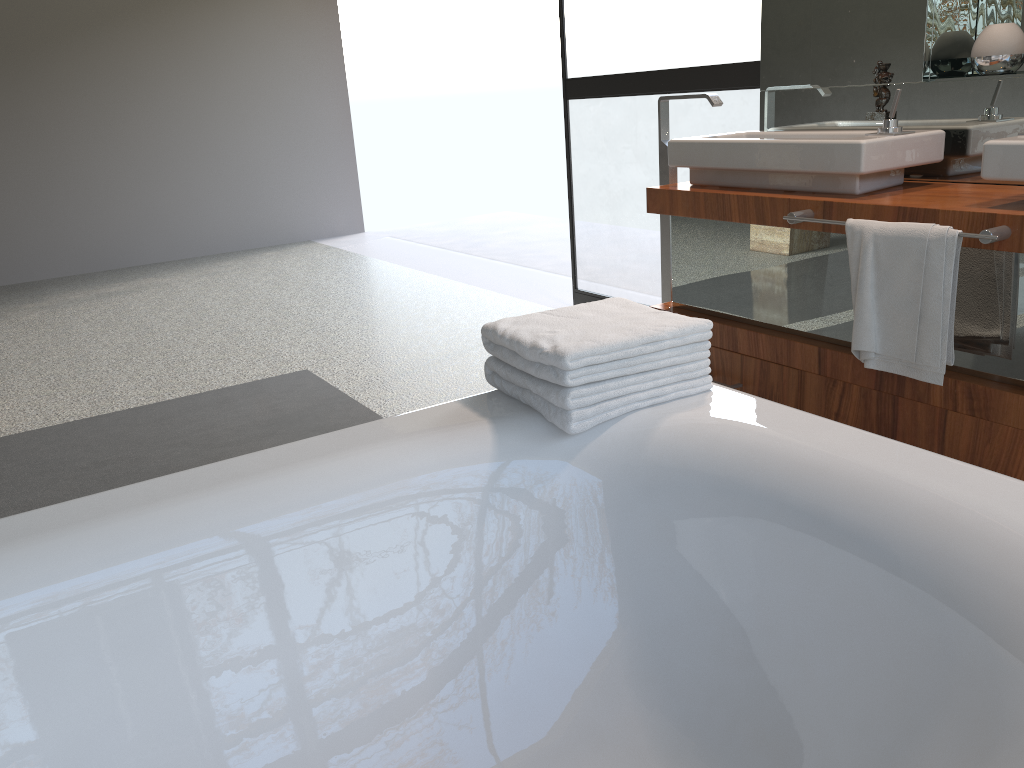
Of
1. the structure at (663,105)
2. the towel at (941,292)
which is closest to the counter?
the towel at (941,292)

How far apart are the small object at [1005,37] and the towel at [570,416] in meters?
1.4 m

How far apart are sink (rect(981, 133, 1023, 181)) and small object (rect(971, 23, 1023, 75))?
0.45m

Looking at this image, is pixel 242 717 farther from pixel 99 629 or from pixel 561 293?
pixel 561 293

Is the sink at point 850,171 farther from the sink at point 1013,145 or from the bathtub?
the bathtub

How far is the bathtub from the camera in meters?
1.1

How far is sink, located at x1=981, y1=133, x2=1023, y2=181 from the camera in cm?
194

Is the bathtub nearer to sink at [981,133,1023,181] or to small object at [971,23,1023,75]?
sink at [981,133,1023,181]

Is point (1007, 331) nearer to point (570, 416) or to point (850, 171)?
point (850, 171)

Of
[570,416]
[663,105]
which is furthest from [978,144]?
[570,416]
